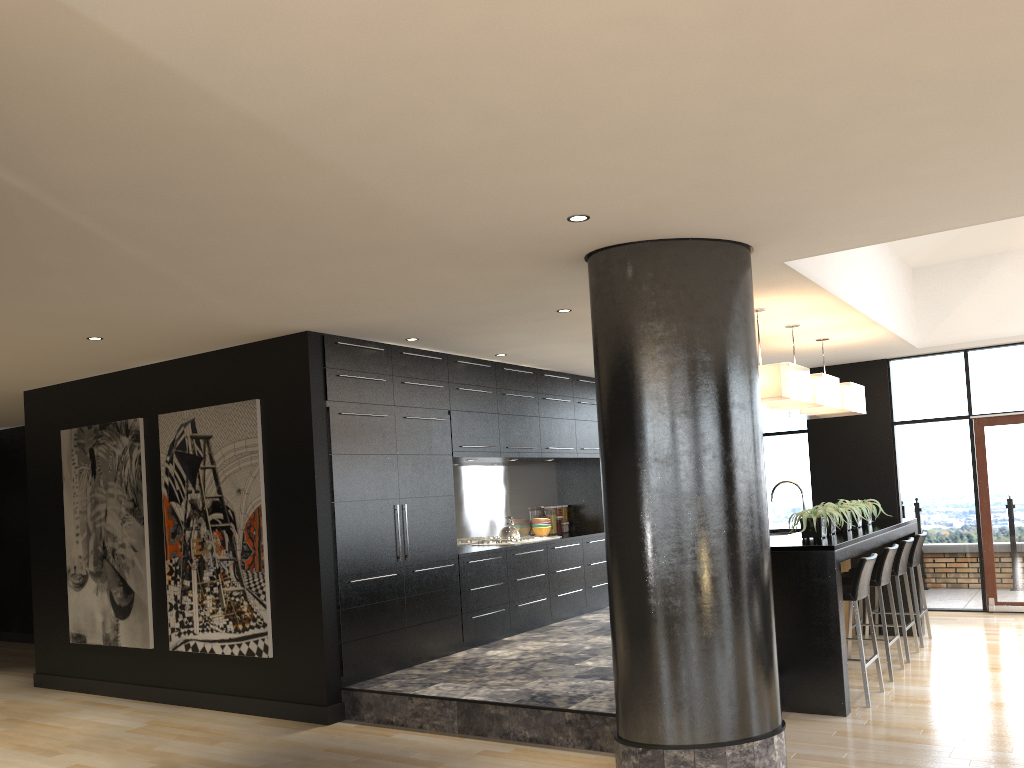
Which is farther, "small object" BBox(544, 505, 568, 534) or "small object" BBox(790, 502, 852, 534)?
"small object" BBox(544, 505, 568, 534)

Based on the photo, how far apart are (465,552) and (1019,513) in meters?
5.7 m

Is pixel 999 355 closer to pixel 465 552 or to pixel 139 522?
pixel 465 552

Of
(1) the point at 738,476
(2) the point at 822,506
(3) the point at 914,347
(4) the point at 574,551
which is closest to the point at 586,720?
(1) the point at 738,476

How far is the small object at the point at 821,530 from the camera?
A: 6.1m

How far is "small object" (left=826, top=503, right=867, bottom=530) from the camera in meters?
6.7 m

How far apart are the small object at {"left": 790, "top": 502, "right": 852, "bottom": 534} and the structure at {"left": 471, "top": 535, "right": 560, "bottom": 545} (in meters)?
2.94

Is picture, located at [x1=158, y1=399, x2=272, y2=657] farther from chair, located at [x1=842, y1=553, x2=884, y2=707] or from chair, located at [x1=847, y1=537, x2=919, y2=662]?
chair, located at [x1=847, y1=537, x2=919, y2=662]

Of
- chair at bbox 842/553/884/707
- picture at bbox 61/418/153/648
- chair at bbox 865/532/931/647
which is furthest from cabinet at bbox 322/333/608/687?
chair at bbox 865/532/931/647

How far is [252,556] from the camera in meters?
6.4 m
